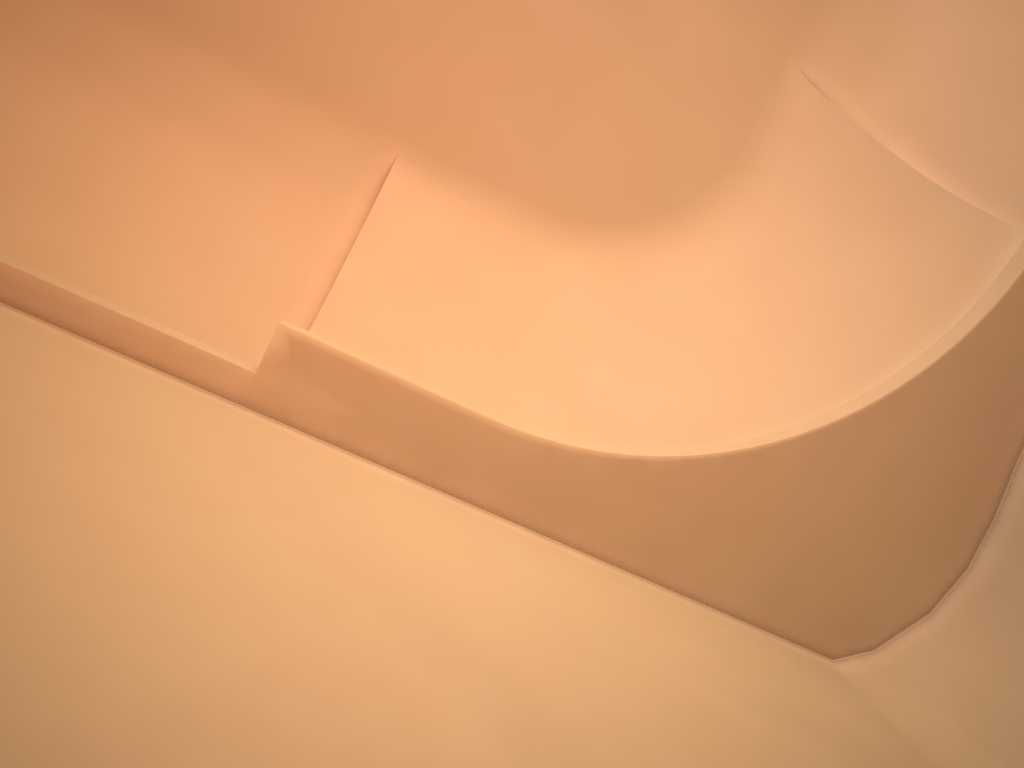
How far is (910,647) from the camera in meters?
4.6 m
